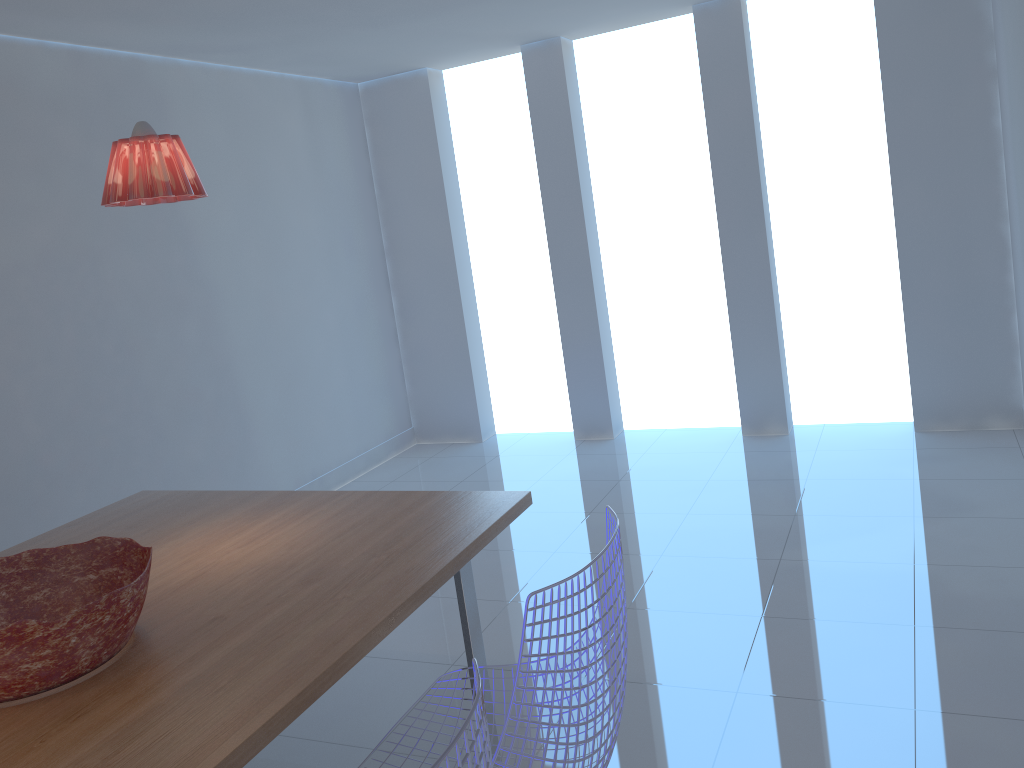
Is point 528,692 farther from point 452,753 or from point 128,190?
point 128,190

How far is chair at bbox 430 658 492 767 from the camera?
1.1 meters

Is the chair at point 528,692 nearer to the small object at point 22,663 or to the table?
Answer: the table

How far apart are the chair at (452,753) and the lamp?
1.5m

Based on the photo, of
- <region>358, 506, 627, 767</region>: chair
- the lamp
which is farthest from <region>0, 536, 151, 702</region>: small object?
the lamp

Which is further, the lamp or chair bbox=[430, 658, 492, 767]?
the lamp

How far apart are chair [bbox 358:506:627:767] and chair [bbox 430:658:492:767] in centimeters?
23cm

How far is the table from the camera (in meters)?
1.52

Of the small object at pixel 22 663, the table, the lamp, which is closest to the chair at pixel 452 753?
the table

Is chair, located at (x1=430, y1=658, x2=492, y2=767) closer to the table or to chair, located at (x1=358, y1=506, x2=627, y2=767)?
chair, located at (x1=358, y1=506, x2=627, y2=767)
